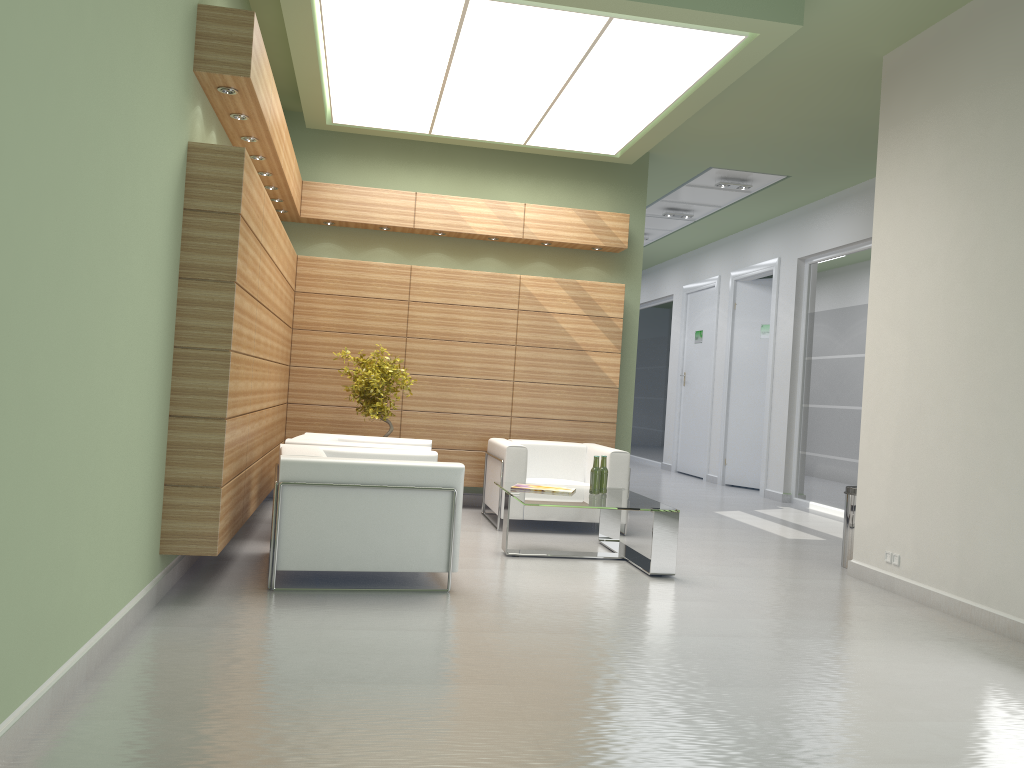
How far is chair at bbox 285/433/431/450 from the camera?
10.65m

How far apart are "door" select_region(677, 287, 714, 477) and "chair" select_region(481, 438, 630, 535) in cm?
1047

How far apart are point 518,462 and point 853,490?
4.4m

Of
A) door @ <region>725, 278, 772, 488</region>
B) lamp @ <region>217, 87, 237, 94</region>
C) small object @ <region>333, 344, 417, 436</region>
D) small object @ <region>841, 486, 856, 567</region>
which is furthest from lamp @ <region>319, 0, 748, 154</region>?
door @ <region>725, 278, 772, 488</region>

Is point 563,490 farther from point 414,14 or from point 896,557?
point 414,14

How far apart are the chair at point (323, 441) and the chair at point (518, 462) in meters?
1.1 m

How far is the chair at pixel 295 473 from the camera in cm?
816

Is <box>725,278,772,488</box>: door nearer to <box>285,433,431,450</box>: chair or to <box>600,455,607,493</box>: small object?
<box>600,455,607,493</box>: small object

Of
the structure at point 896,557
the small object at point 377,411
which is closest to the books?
the small object at point 377,411

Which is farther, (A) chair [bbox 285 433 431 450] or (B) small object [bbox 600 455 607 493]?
(B) small object [bbox 600 455 607 493]
